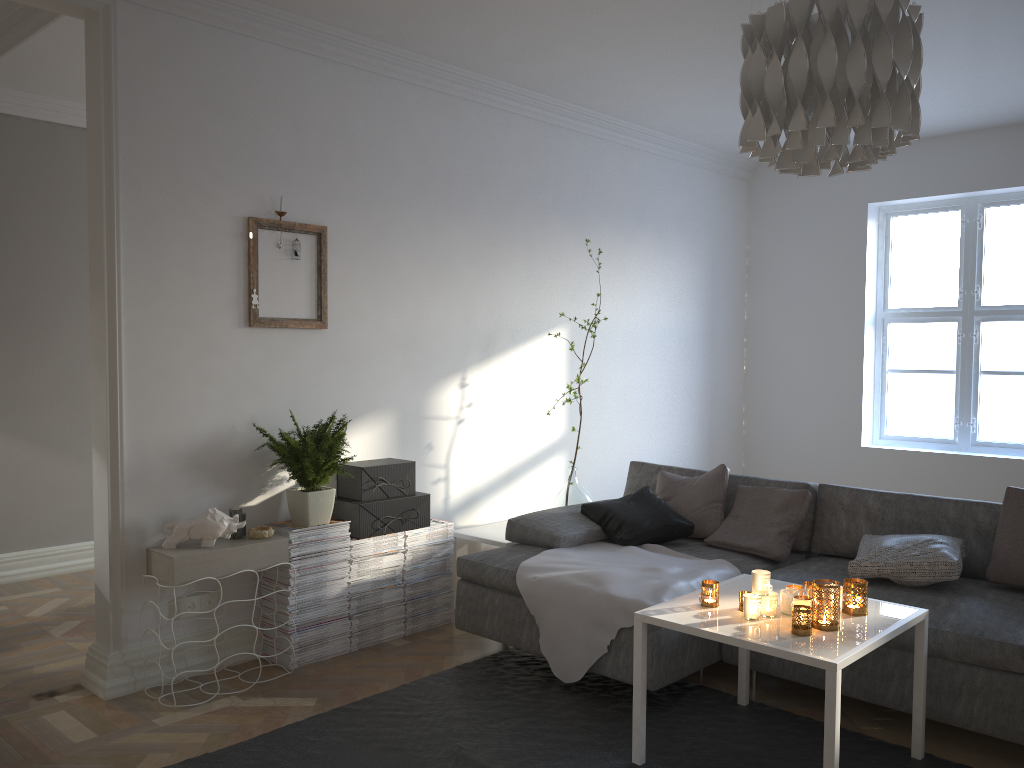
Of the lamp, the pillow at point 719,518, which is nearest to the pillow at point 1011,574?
the pillow at point 719,518

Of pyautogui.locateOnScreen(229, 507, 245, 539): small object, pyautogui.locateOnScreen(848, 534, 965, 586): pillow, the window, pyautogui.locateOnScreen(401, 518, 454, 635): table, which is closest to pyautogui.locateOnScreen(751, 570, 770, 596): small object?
pyautogui.locateOnScreen(848, 534, 965, 586): pillow

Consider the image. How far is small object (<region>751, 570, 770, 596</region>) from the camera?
2.8m

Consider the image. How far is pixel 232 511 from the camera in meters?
3.6 m

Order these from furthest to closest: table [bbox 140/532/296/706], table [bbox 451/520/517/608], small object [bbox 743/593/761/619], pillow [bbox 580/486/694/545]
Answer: table [bbox 451/520/517/608]
pillow [bbox 580/486/694/545]
table [bbox 140/532/296/706]
small object [bbox 743/593/761/619]

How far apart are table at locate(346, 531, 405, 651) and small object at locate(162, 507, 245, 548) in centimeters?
59cm

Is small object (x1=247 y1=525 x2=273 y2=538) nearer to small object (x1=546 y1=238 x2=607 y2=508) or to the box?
the box

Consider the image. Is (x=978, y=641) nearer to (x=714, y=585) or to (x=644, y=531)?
(x=714, y=585)

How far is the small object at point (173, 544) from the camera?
3.4 meters

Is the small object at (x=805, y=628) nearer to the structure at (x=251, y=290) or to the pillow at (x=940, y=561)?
the pillow at (x=940, y=561)
